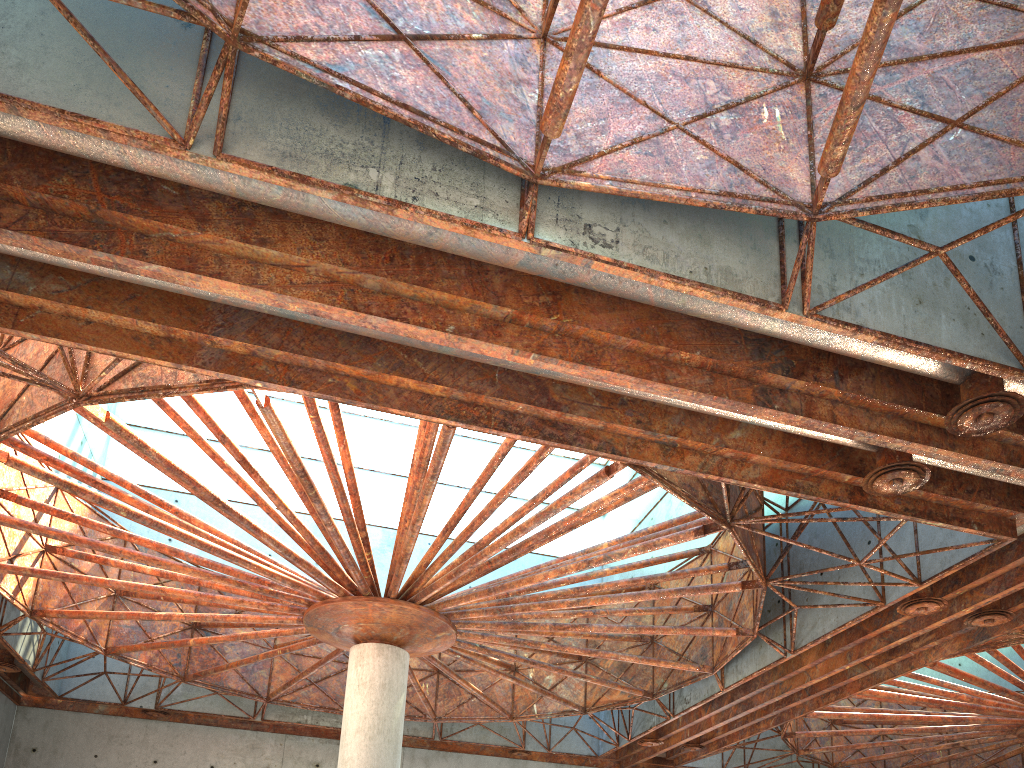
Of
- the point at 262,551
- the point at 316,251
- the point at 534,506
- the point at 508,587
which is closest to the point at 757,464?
the point at 534,506
